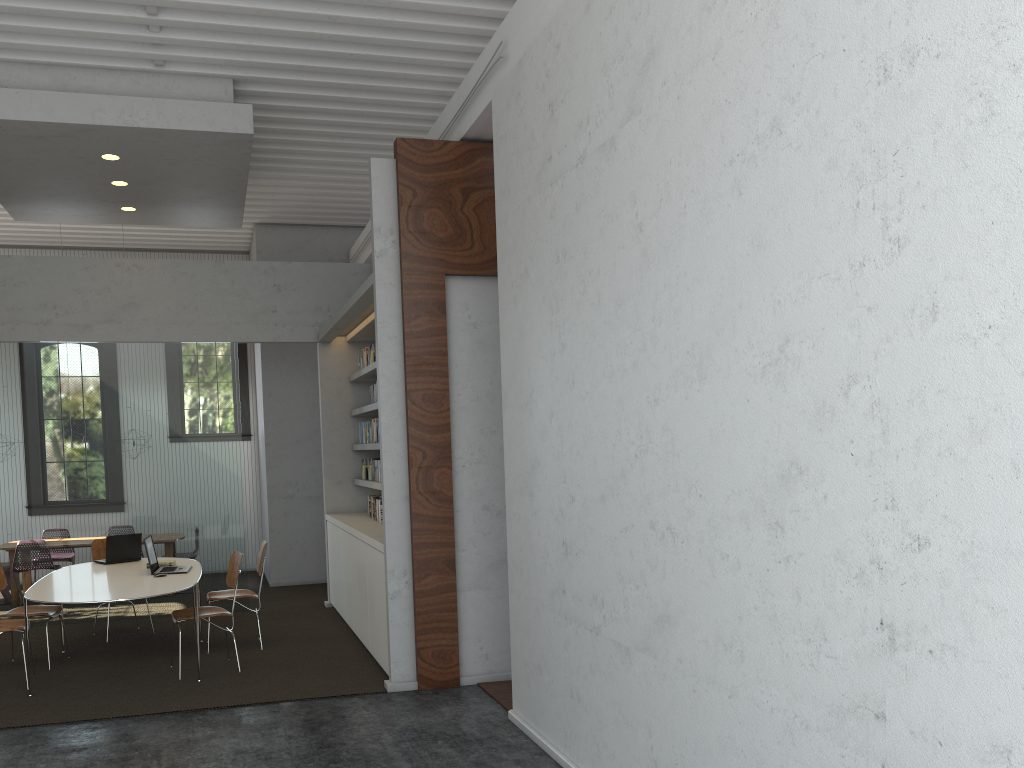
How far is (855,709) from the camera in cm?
253
